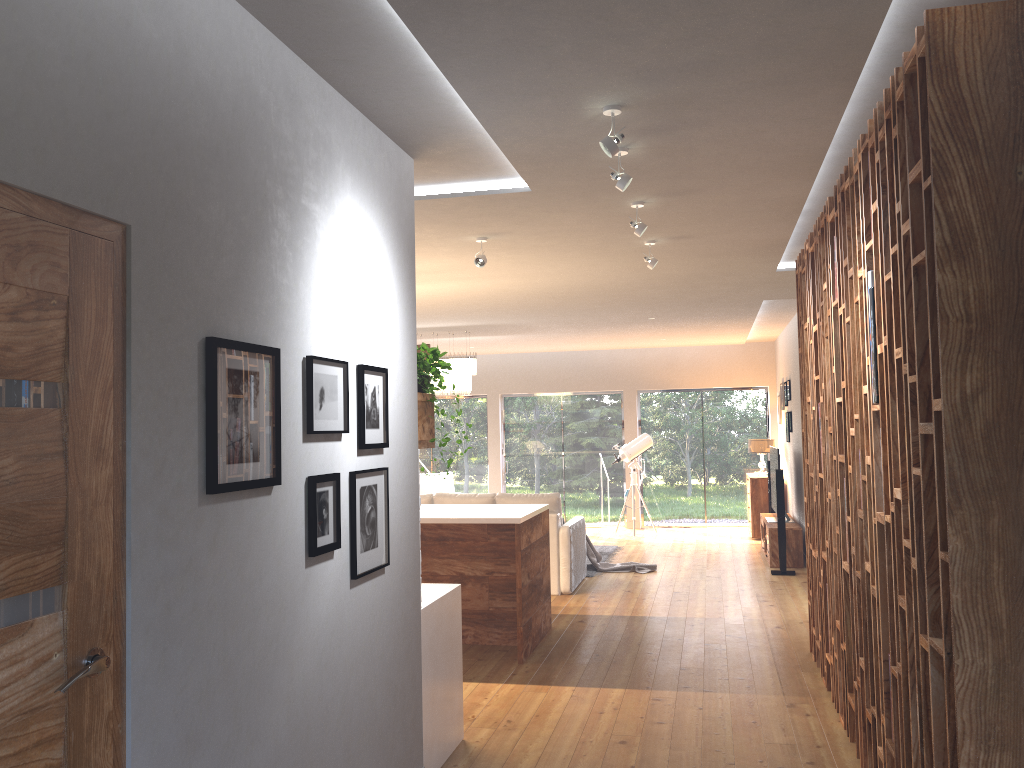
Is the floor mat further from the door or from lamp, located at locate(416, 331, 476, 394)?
the door

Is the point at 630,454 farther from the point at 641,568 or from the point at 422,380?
the point at 422,380

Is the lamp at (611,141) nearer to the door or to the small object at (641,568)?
the door

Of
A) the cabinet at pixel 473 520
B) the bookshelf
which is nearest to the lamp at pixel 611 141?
the bookshelf

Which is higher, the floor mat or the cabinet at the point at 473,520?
the cabinet at the point at 473,520

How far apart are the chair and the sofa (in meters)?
3.96

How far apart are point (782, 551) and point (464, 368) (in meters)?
4.06

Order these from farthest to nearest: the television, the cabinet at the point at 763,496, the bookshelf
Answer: the cabinet at the point at 763,496 < the television < the bookshelf

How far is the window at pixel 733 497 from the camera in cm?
1348

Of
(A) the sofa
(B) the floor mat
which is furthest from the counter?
(B) the floor mat
